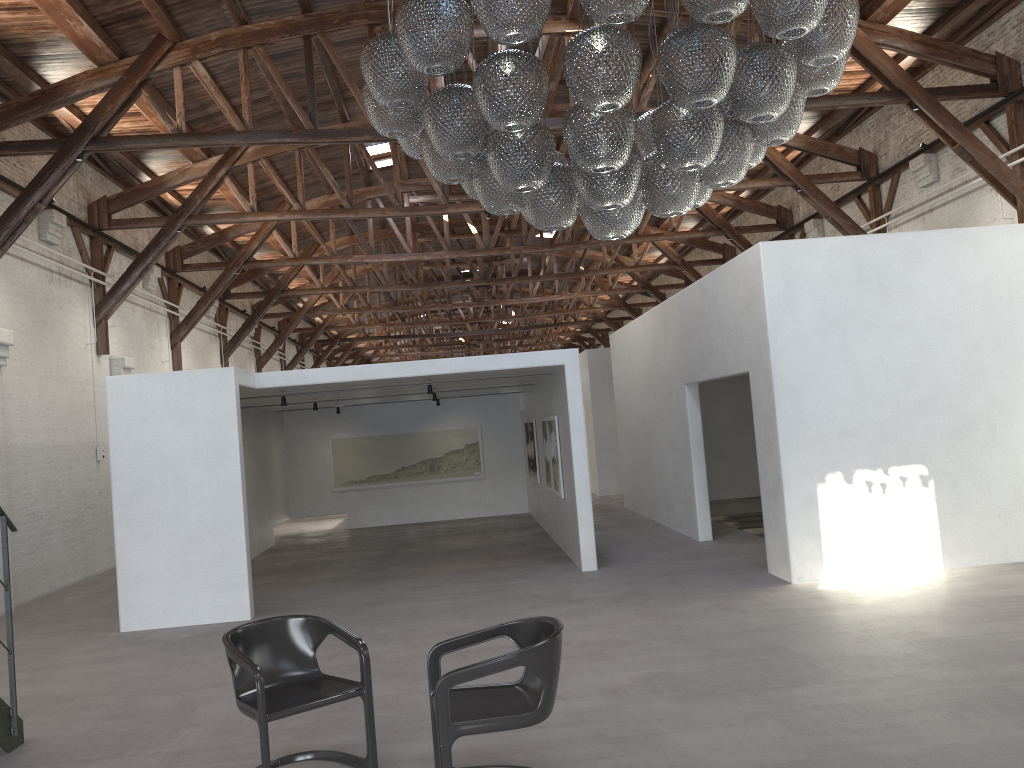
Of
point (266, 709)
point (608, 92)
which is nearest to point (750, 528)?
point (266, 709)

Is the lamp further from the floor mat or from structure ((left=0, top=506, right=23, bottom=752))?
the floor mat

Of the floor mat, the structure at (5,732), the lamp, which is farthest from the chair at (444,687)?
the floor mat

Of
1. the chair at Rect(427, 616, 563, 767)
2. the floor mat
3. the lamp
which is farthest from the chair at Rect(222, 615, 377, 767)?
the floor mat

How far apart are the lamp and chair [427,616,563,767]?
2.0 meters

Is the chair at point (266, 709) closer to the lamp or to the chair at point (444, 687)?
the chair at point (444, 687)

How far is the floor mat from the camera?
12.2 meters

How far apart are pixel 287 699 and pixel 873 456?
6.1m

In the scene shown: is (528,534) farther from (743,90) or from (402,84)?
(743,90)

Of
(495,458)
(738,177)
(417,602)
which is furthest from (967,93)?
(495,458)
